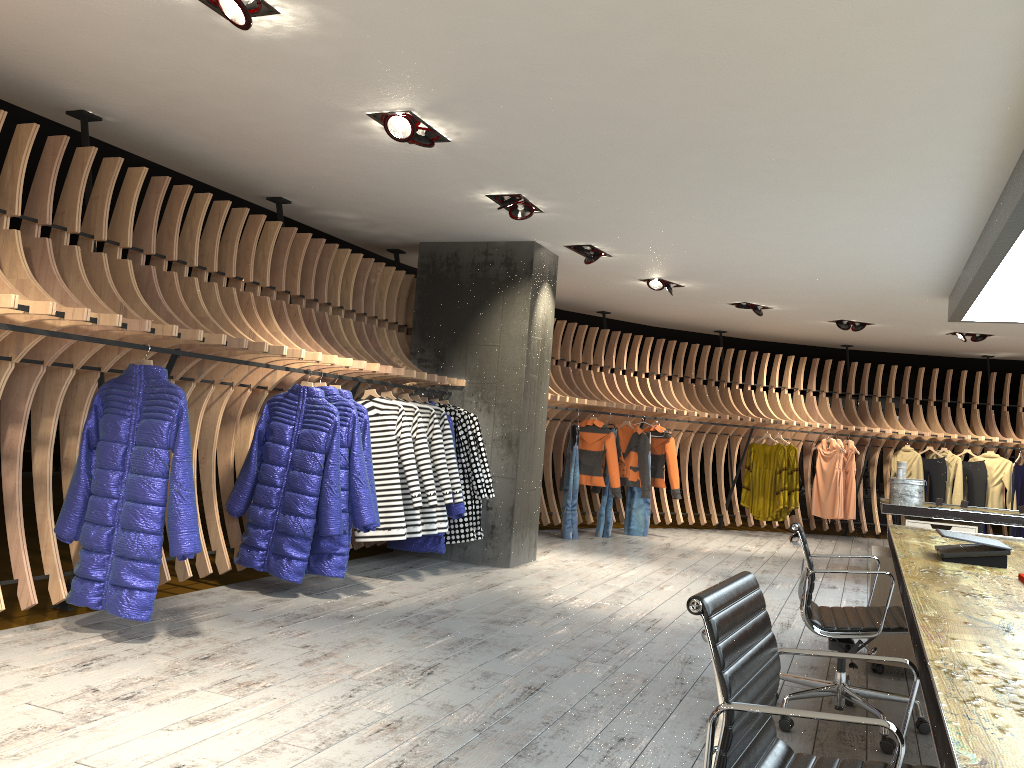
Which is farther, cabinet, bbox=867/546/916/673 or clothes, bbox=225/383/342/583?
clothes, bbox=225/383/342/583

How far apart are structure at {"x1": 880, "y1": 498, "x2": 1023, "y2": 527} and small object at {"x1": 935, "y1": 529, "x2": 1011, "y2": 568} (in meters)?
4.21

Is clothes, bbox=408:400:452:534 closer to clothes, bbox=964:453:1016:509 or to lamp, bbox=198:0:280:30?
lamp, bbox=198:0:280:30

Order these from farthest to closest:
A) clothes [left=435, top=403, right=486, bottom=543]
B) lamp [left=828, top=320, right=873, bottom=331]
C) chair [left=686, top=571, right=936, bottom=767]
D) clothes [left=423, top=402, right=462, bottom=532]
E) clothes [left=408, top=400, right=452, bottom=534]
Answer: lamp [left=828, top=320, right=873, bottom=331]
clothes [left=435, top=403, right=486, bottom=543]
clothes [left=423, top=402, right=462, bottom=532]
clothes [left=408, top=400, right=452, bottom=534]
chair [left=686, top=571, right=936, bottom=767]

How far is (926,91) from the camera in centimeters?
388cm

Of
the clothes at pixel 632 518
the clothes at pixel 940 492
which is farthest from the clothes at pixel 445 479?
the clothes at pixel 940 492

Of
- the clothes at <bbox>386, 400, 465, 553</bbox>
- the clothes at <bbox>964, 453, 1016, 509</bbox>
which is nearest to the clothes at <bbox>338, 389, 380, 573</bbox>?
the clothes at <bbox>386, 400, 465, 553</bbox>

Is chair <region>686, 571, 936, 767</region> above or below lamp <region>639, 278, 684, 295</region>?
below

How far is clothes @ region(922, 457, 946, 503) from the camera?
12.0m

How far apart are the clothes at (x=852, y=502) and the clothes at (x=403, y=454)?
7.7 meters
